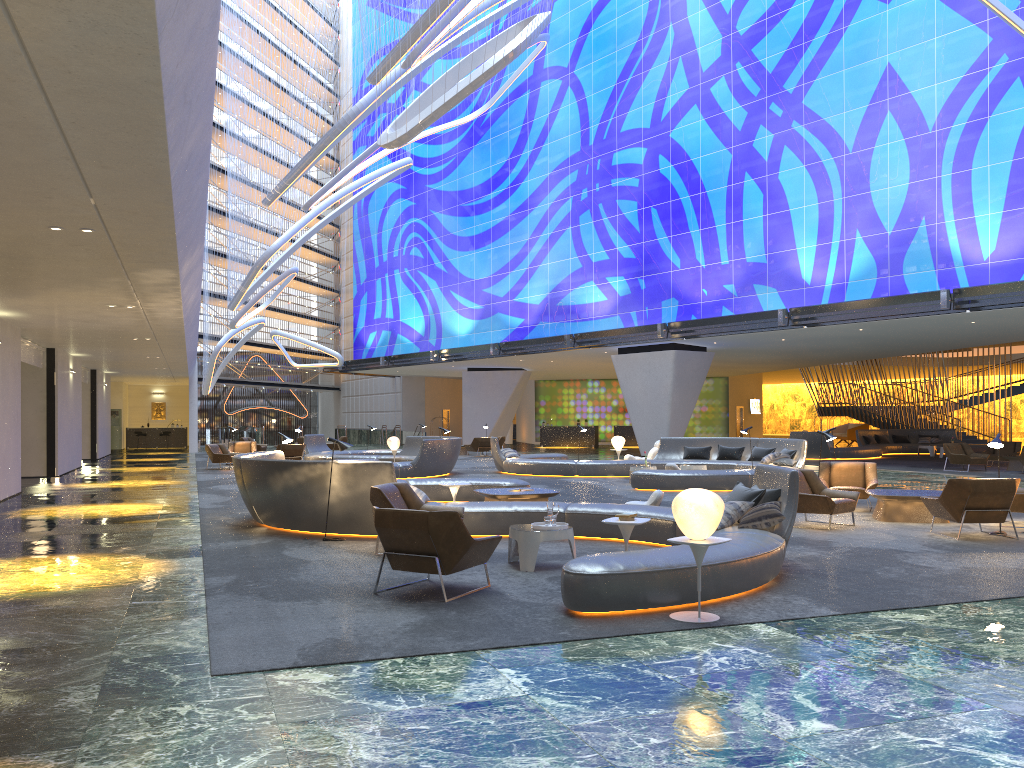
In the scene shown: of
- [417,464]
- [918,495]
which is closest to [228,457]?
[417,464]

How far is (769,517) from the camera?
8.6m

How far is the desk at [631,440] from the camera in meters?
46.4

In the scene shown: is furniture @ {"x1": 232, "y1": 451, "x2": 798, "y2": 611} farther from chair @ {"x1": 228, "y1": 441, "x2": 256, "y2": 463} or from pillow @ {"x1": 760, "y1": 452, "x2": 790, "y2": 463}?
chair @ {"x1": 228, "y1": 441, "x2": 256, "y2": 463}

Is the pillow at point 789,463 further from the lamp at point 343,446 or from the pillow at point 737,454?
the lamp at point 343,446

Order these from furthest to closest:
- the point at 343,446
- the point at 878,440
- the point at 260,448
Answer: the point at 260,448 → the point at 878,440 → the point at 343,446

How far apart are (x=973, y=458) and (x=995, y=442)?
14.3 meters

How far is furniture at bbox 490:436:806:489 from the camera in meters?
17.9

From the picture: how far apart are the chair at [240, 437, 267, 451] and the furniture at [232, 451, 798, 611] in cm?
2176

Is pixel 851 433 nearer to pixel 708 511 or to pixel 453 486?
pixel 453 486
